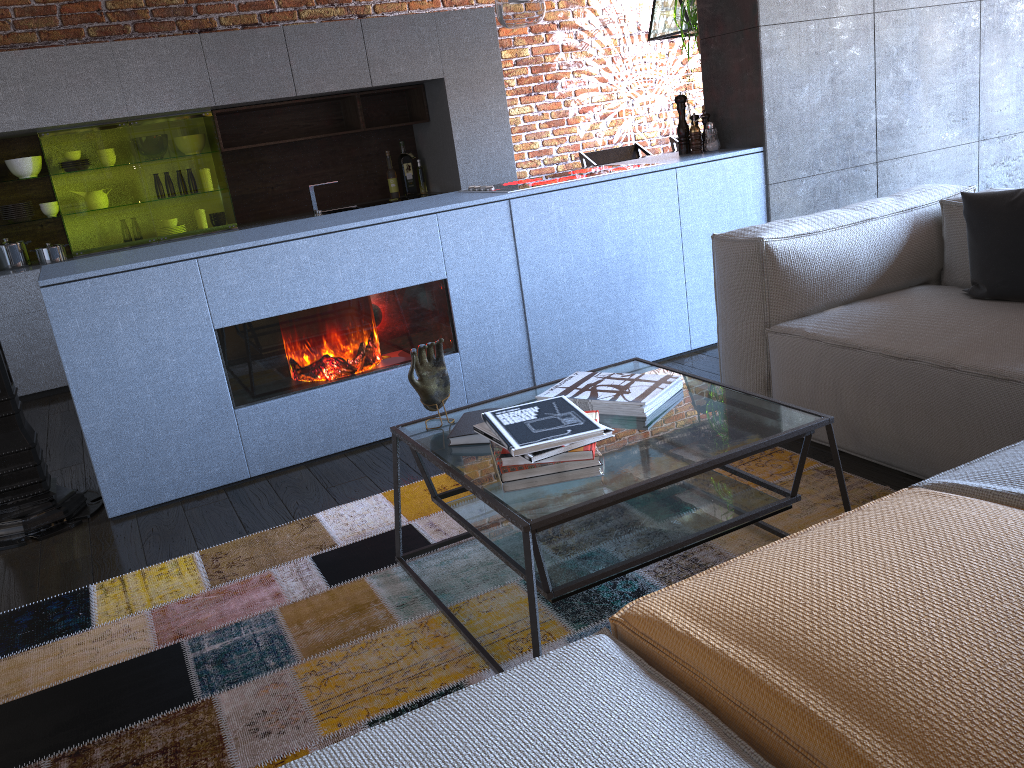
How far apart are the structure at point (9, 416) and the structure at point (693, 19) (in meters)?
3.45

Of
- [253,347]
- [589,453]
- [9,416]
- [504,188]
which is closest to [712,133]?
[504,188]

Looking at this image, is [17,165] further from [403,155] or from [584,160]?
[584,160]

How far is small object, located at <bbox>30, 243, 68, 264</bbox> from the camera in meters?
5.0 m

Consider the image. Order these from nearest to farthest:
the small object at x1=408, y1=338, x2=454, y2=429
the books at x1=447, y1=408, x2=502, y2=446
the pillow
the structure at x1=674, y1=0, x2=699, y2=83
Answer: the books at x1=447, y1=408, x2=502, y2=446
the small object at x1=408, y1=338, x2=454, y2=429
the pillow
the structure at x1=674, y1=0, x2=699, y2=83

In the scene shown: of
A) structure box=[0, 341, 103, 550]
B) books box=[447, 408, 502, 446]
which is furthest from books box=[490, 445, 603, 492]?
structure box=[0, 341, 103, 550]

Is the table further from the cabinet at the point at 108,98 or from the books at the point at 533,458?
the cabinet at the point at 108,98

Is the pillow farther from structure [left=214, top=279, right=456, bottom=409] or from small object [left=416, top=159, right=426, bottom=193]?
small object [left=416, top=159, right=426, bottom=193]

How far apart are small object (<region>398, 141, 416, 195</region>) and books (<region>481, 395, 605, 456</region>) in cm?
448

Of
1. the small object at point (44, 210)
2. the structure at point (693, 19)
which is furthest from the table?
the small object at point (44, 210)
